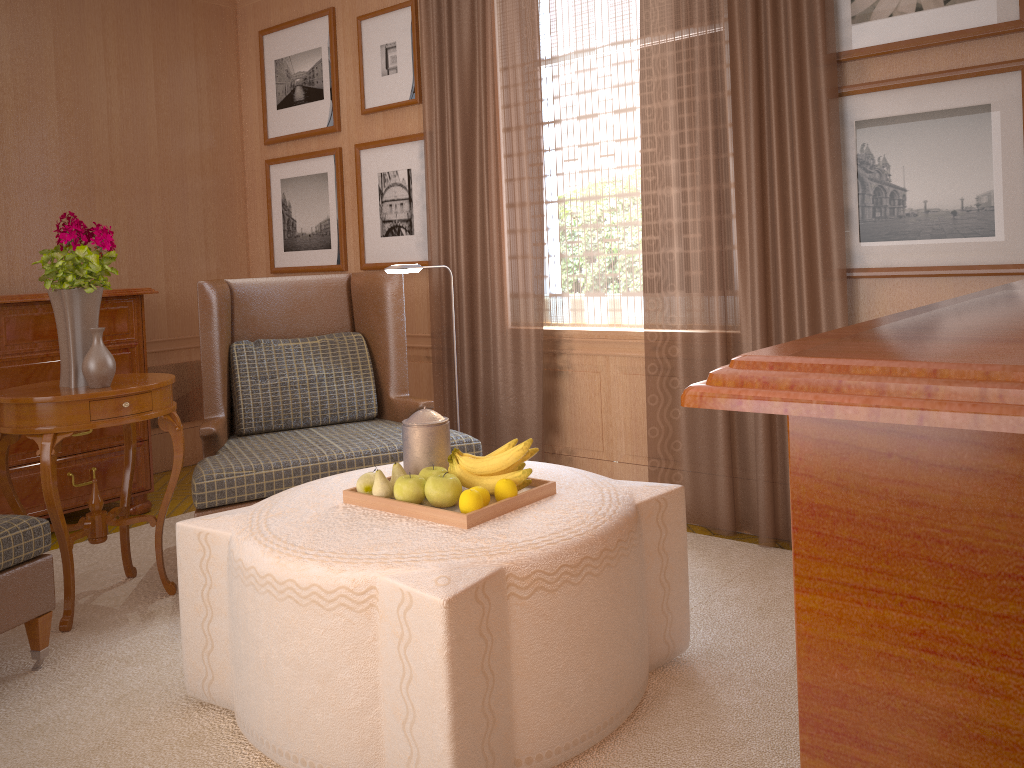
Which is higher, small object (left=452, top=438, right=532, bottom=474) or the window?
the window

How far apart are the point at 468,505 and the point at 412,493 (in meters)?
0.34

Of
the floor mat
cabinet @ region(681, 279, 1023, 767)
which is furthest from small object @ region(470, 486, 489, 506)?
cabinet @ region(681, 279, 1023, 767)

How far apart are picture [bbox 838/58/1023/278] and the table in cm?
441

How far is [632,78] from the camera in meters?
6.6 m

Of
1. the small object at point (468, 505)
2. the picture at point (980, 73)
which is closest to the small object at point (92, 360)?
the small object at point (468, 505)

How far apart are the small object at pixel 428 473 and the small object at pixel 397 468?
0.10m

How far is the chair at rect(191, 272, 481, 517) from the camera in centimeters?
561cm

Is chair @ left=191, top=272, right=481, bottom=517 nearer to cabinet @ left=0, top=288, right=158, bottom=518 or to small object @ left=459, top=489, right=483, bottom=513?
cabinet @ left=0, top=288, right=158, bottom=518

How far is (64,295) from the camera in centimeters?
526cm
